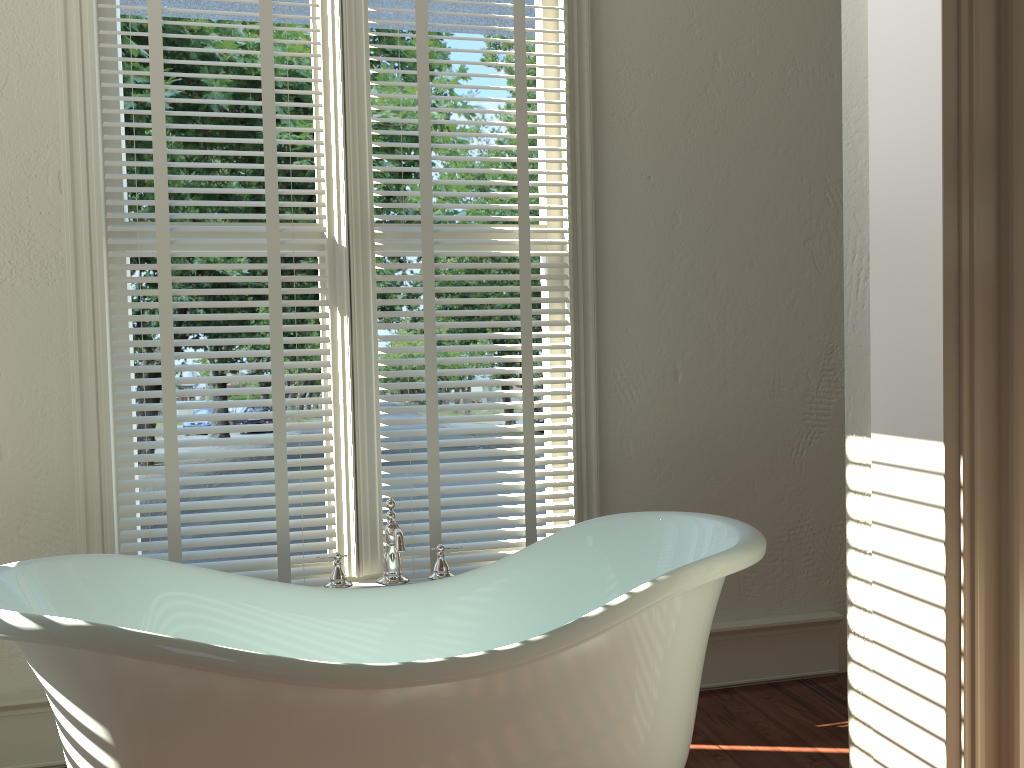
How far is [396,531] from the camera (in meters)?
2.06

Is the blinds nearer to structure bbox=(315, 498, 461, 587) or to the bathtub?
→ structure bbox=(315, 498, 461, 587)

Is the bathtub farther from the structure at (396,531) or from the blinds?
the blinds

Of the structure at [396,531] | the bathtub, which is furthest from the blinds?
the bathtub

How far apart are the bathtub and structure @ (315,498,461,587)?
0.07m

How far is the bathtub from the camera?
1.5m

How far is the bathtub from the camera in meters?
1.5 m

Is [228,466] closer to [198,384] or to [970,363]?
[970,363]

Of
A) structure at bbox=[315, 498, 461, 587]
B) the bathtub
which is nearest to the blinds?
structure at bbox=[315, 498, 461, 587]

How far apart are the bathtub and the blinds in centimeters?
30cm
